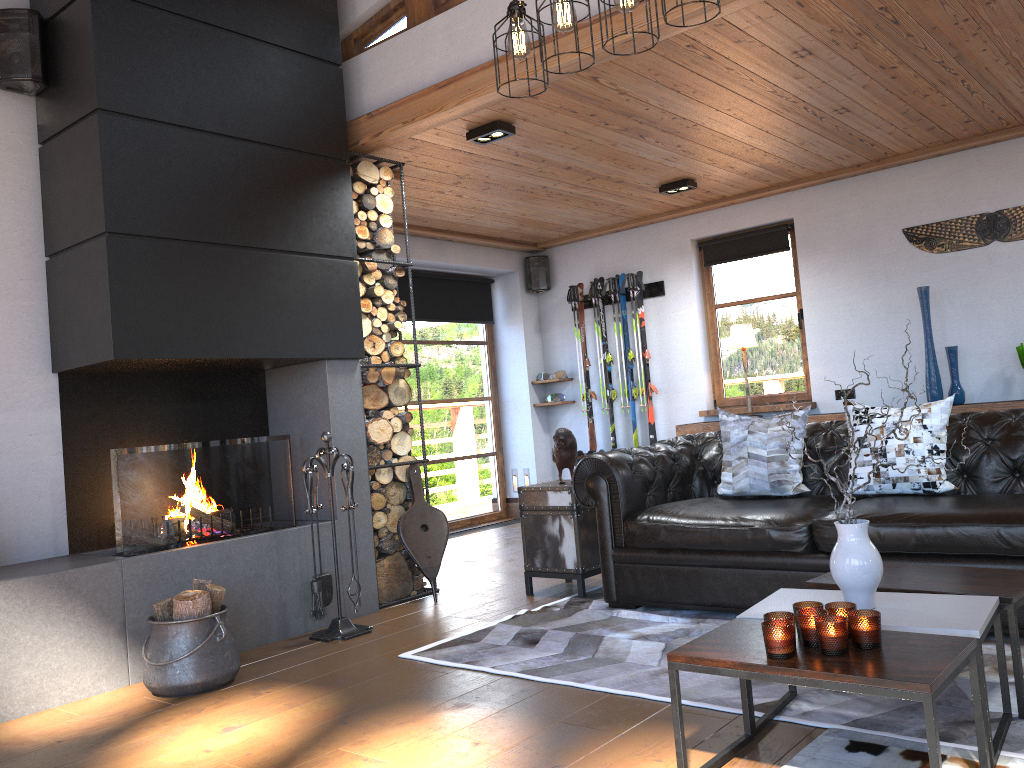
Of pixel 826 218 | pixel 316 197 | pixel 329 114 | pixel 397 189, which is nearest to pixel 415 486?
pixel 316 197

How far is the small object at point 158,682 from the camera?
3.6m

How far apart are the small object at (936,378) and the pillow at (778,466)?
2.3 meters

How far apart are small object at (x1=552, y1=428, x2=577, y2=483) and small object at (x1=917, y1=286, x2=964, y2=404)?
2.9 meters

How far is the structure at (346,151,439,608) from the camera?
5.3 meters

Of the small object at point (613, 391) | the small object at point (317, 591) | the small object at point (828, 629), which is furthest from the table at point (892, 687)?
the small object at point (613, 391)

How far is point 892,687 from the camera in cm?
193

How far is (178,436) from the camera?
4.7m

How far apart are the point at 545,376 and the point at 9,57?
5.5m

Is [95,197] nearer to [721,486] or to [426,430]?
[721,486]
